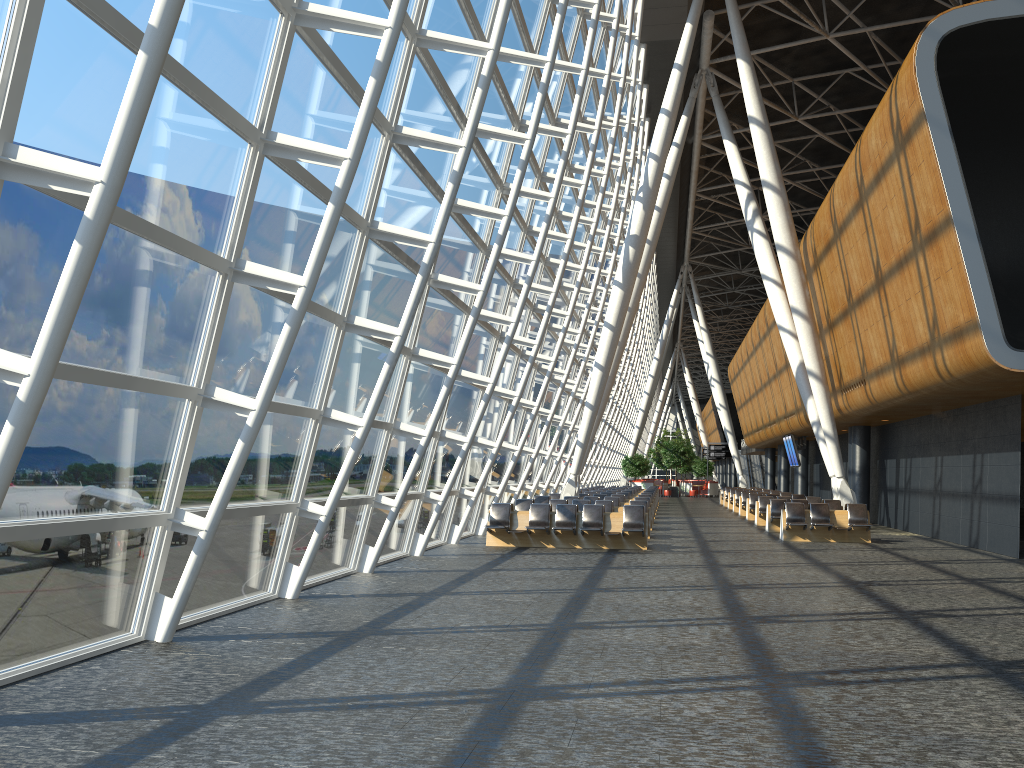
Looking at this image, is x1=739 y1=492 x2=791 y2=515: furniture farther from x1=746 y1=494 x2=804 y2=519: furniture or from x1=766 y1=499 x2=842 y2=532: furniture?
x1=766 y1=499 x2=842 y2=532: furniture

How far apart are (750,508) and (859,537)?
9.1m

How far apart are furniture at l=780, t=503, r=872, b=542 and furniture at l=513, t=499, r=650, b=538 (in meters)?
3.87

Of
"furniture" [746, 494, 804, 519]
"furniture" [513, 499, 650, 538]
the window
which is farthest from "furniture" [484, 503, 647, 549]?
"furniture" [746, 494, 804, 519]

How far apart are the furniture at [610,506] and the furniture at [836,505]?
4.7 meters

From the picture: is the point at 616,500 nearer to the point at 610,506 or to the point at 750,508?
the point at 610,506

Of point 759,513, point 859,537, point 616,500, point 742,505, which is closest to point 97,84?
point 859,537

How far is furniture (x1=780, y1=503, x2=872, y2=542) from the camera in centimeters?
1962cm

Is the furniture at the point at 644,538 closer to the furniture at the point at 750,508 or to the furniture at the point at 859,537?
the furniture at the point at 859,537

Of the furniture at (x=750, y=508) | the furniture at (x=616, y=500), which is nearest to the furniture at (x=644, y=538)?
the furniture at (x=616, y=500)
